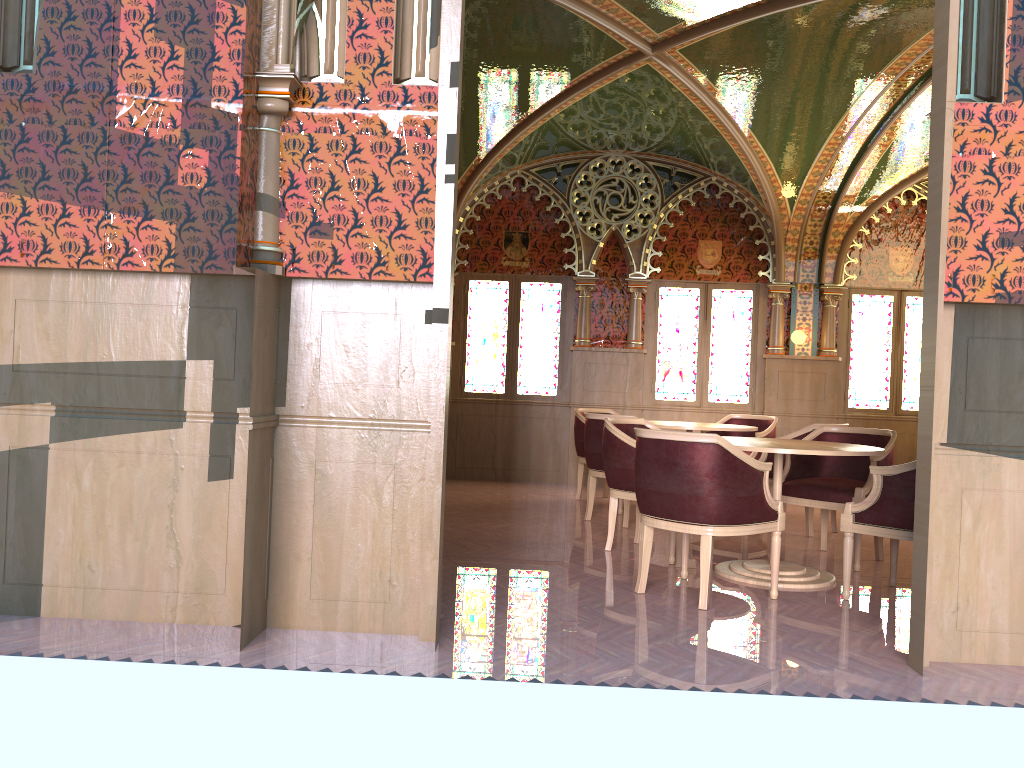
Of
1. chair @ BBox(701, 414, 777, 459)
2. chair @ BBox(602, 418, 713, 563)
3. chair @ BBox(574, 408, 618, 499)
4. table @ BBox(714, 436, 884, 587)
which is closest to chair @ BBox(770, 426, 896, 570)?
table @ BBox(714, 436, 884, 587)

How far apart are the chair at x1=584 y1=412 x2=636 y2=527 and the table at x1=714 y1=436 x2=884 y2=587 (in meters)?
1.46

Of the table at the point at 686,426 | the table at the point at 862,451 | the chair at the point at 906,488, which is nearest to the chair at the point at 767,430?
the table at the point at 686,426

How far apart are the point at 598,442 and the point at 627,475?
1.3m

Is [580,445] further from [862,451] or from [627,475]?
[862,451]

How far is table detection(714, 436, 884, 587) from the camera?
4.72m

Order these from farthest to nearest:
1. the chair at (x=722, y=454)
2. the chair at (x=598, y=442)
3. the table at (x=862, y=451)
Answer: the chair at (x=598, y=442) < the table at (x=862, y=451) < the chair at (x=722, y=454)

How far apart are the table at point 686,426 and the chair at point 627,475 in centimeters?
114cm

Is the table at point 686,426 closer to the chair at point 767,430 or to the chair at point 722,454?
the chair at point 767,430

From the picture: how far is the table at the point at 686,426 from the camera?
7.15m
